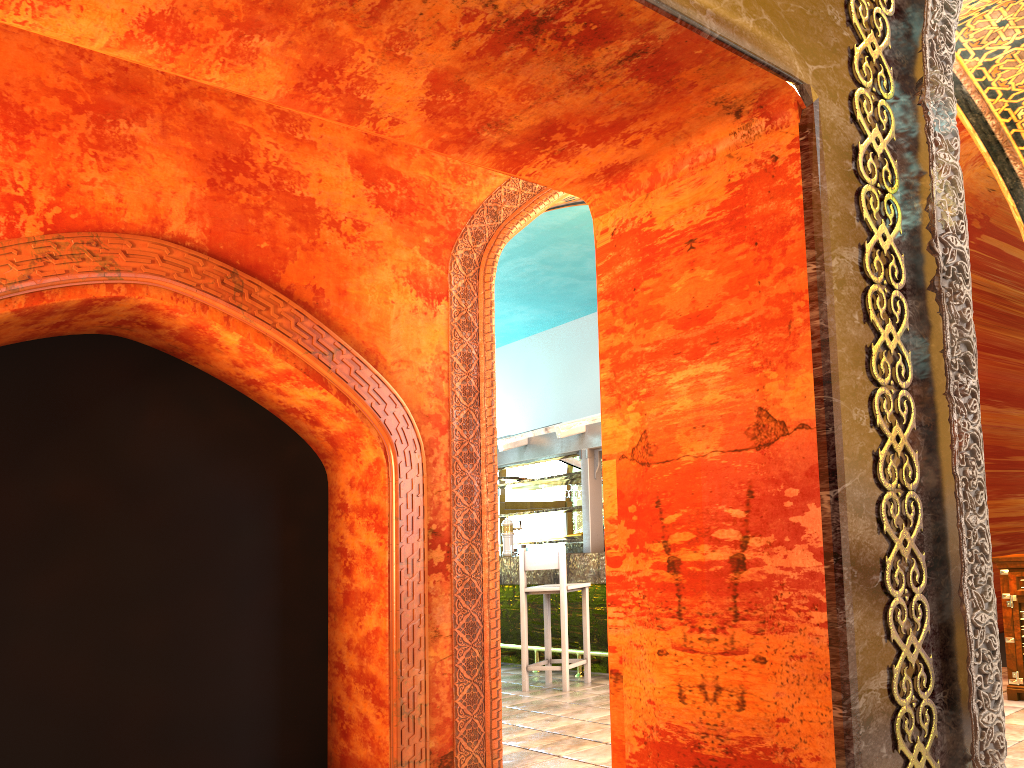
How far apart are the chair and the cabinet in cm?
346

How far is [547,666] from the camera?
7.9 meters

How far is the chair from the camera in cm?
786

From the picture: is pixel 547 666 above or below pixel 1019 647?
below

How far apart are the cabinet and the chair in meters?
3.5 m

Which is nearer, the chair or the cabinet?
the cabinet

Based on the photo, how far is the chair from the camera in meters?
7.9 m

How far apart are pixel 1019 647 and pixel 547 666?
3.8m

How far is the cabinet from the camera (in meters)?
5.64
